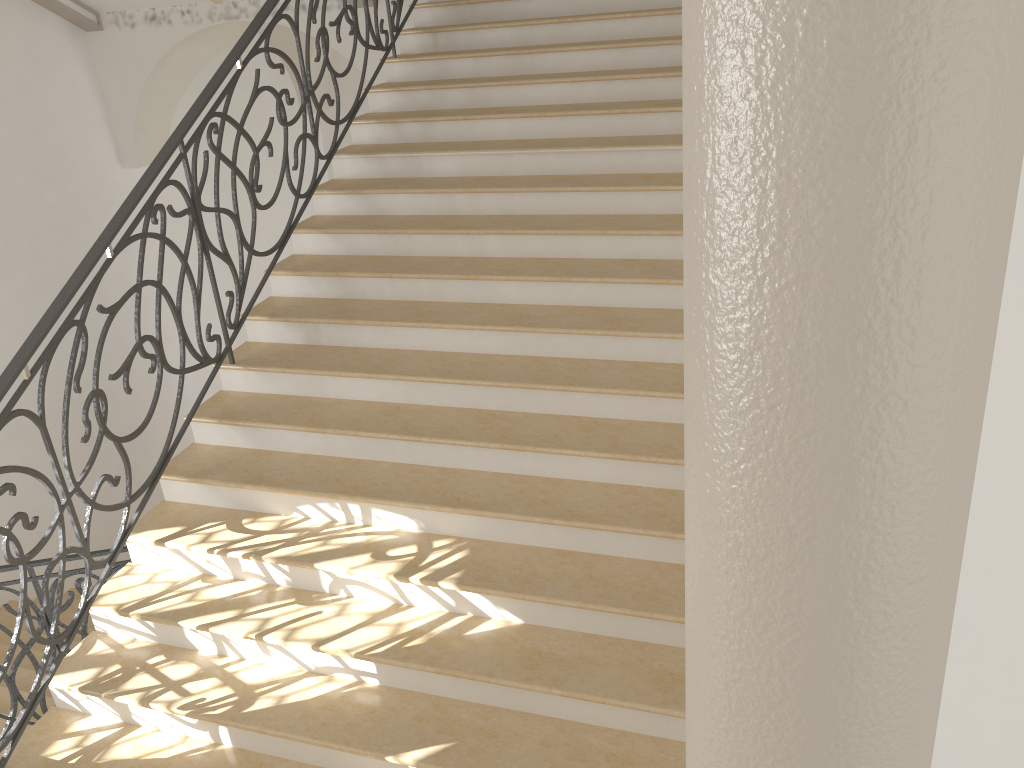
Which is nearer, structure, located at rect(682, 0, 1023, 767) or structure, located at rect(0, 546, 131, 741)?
structure, located at rect(682, 0, 1023, 767)

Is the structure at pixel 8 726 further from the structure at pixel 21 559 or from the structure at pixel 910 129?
the structure at pixel 910 129

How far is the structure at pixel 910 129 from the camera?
0.9 meters

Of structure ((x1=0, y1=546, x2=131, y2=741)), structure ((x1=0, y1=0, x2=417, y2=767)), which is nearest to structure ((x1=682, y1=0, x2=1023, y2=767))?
structure ((x1=0, y1=0, x2=417, y2=767))

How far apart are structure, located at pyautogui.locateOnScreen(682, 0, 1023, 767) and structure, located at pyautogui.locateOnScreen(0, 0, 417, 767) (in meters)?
2.94

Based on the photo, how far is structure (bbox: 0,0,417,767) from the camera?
3.5 meters

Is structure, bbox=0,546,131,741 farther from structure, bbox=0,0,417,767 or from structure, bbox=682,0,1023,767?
structure, bbox=682,0,1023,767

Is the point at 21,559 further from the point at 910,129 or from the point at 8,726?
the point at 910,129

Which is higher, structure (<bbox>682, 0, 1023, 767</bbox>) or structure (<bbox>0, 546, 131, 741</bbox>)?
structure (<bbox>682, 0, 1023, 767</bbox>)

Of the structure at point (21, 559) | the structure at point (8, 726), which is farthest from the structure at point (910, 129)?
the structure at point (8, 726)
